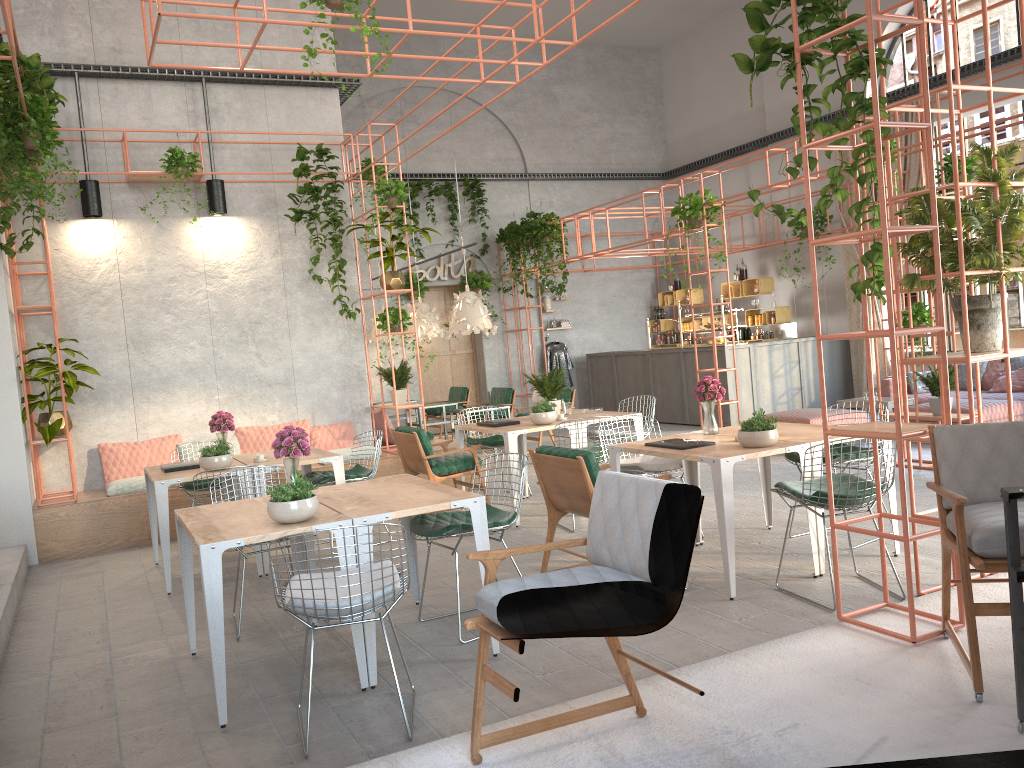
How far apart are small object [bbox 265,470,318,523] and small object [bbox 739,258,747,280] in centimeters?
1248cm

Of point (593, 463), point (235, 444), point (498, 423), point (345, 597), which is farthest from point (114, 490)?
point (345, 597)

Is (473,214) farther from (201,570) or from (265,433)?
(201,570)

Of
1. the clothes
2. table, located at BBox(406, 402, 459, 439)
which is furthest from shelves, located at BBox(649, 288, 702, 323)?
table, located at BBox(406, 402, 459, 439)

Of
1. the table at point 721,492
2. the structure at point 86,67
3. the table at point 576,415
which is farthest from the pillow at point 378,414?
the table at point 721,492

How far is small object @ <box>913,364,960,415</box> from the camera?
8.4m

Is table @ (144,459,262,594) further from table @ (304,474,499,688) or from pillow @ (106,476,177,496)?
table @ (304,474,499,688)

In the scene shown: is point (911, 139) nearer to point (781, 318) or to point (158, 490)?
point (781, 318)

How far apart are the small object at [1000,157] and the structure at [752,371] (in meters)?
8.09

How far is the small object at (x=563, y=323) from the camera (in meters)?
17.07
